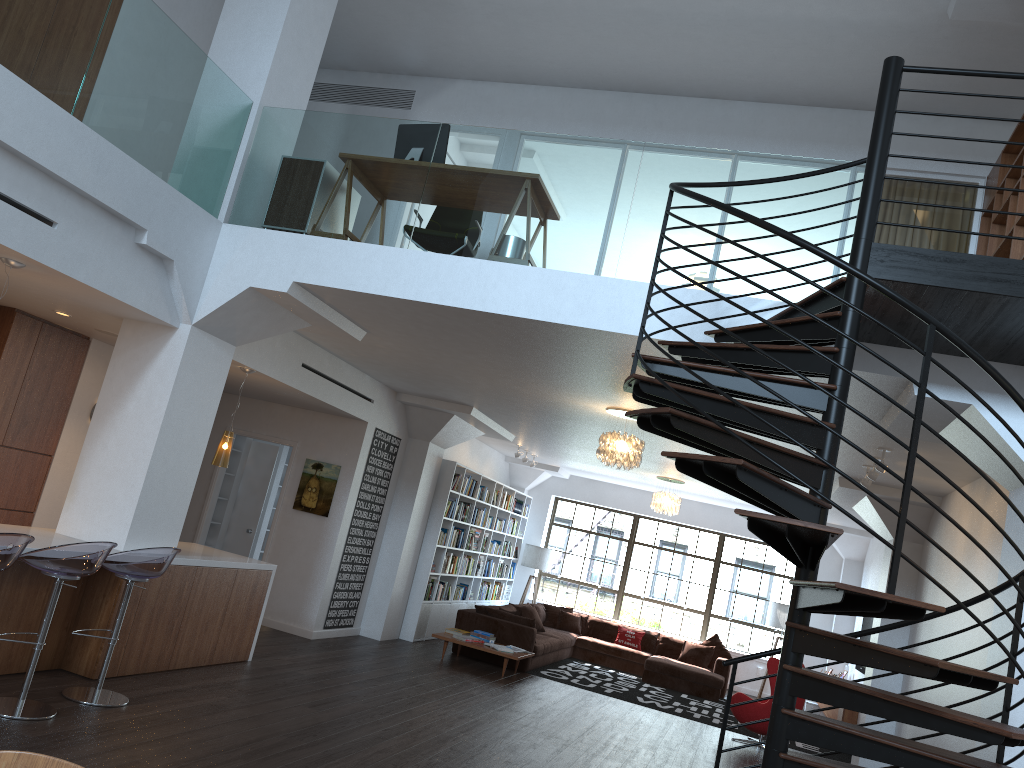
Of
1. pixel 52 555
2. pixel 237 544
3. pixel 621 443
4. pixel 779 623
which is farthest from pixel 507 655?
pixel 52 555

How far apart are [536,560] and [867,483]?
8.3m

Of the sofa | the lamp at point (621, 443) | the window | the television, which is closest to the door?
the sofa

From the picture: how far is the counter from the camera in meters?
5.9 m

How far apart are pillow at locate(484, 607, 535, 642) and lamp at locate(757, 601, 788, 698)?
5.06m

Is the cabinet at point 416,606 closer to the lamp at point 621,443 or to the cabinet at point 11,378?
the lamp at point 621,443

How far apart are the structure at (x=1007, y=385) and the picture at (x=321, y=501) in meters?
6.2

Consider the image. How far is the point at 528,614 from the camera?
13.2m

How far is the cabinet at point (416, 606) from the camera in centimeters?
1164cm

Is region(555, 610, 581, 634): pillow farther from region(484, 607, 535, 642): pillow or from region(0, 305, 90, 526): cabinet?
region(0, 305, 90, 526): cabinet
